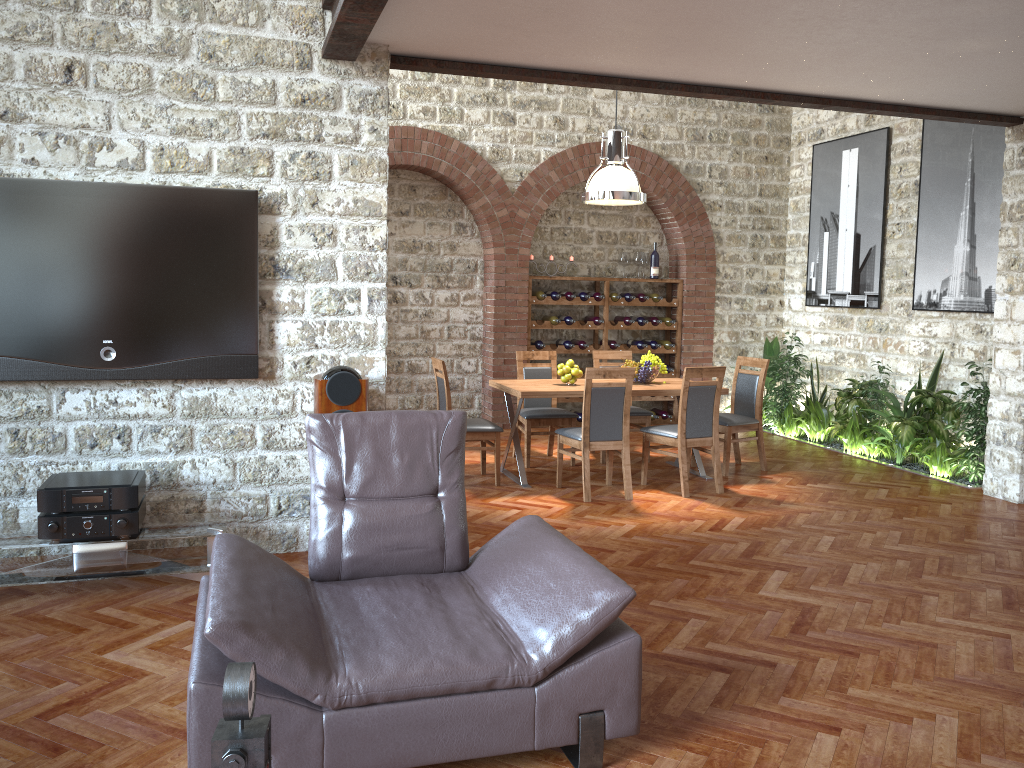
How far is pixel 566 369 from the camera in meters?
7.2

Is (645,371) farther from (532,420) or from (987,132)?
(987,132)

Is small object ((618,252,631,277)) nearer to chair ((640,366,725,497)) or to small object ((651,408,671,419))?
small object ((651,408,671,419))

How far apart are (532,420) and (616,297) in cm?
288

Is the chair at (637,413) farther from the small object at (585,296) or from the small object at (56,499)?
the small object at (56,499)

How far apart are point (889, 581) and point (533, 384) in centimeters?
328cm

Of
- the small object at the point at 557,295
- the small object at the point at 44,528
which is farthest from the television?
the small object at the point at 557,295

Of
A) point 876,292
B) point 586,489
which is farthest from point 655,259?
point 586,489

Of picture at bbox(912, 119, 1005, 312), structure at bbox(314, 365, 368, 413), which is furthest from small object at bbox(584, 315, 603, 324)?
structure at bbox(314, 365, 368, 413)

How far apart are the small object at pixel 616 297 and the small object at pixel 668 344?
0.9 meters
